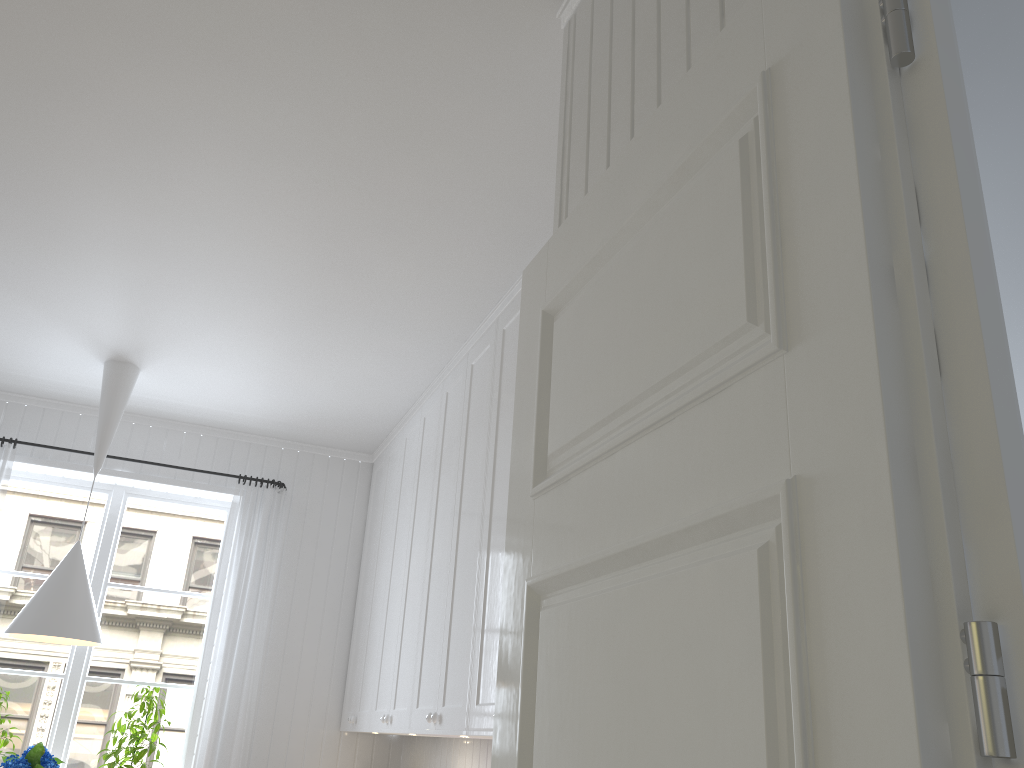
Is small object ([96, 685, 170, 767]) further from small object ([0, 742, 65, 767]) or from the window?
small object ([0, 742, 65, 767])

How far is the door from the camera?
0.7m

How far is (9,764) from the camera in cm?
370

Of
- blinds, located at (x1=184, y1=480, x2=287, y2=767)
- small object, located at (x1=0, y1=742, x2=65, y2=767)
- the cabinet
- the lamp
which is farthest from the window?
the cabinet

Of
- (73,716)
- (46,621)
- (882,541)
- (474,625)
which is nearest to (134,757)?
(73,716)

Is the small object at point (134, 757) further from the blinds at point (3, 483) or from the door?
the door

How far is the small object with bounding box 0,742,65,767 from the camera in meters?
3.7 m

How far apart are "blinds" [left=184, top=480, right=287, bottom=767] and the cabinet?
0.45m

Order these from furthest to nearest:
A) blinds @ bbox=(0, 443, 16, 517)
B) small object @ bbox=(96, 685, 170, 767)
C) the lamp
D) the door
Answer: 1. blinds @ bbox=(0, 443, 16, 517)
2. small object @ bbox=(96, 685, 170, 767)
3. the lamp
4. the door

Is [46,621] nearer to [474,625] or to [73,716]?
[73,716]
